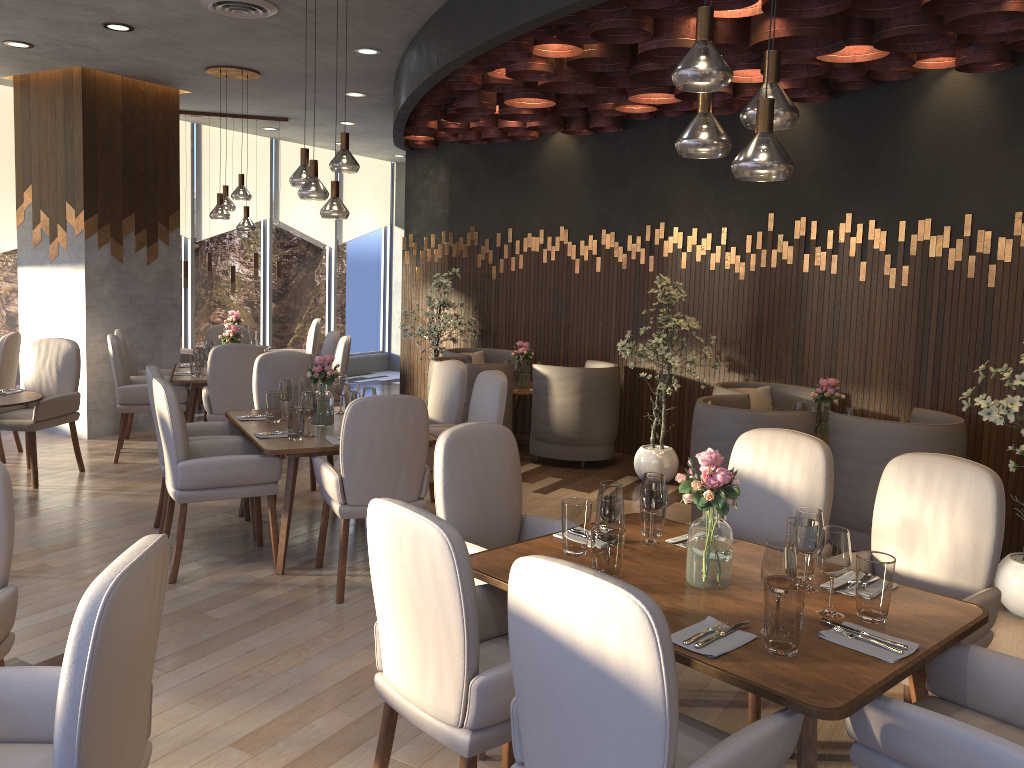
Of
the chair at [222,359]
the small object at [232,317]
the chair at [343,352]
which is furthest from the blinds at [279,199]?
the chair at [222,359]

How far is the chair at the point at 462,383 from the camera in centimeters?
566cm

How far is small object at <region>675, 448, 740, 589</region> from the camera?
2.6m

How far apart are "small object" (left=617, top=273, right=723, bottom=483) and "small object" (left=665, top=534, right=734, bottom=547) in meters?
3.3

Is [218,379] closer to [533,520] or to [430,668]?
[533,520]

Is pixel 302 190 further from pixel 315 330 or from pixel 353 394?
pixel 315 330

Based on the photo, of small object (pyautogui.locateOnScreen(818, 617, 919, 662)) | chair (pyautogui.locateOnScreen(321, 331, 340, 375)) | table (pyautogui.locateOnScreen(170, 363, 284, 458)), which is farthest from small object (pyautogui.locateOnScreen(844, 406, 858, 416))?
table (pyautogui.locateOnScreen(170, 363, 284, 458))

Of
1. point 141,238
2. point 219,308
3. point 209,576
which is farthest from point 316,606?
point 219,308

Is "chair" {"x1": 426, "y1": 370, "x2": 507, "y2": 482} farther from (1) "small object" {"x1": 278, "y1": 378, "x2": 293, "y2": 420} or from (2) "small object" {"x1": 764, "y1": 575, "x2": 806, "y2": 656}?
(2) "small object" {"x1": 764, "y1": 575, "x2": 806, "y2": 656}

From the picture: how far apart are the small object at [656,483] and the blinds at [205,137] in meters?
8.7
